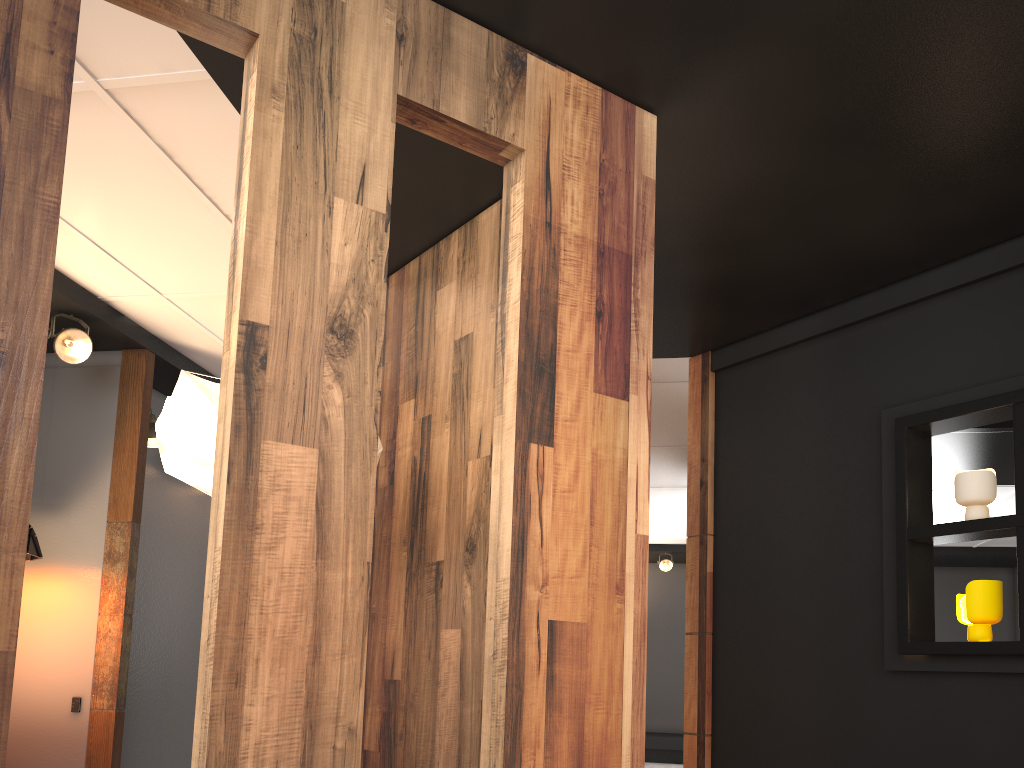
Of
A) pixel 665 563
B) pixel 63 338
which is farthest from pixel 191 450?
pixel 665 563

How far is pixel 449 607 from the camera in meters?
3.1 m

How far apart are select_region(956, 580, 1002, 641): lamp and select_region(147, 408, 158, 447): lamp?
4.4 meters

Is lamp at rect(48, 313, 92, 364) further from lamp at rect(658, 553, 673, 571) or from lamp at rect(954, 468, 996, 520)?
lamp at rect(658, 553, 673, 571)

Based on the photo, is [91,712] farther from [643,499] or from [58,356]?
[643,499]

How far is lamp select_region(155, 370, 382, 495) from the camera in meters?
2.6 m

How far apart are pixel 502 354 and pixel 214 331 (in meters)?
3.10

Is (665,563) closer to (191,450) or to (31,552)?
(31,552)

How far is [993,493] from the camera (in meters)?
3.38

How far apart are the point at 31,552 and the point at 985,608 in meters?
4.4
